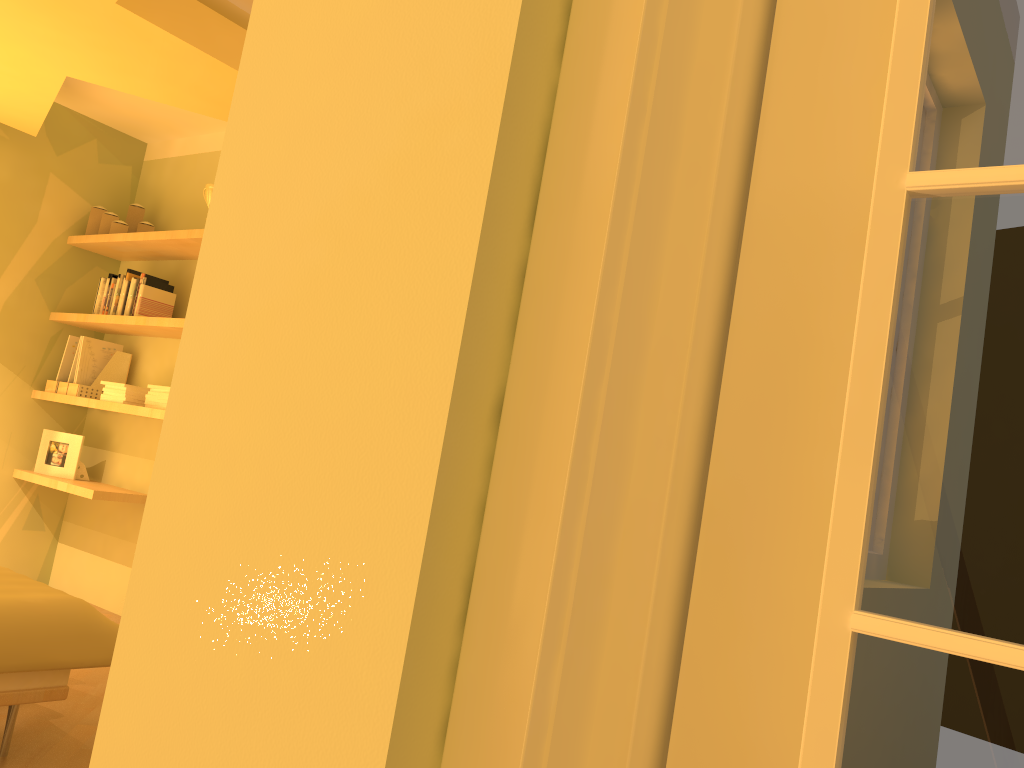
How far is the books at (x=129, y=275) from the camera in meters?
4.3

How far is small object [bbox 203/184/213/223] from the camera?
4.10m

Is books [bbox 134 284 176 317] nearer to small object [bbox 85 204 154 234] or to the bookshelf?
the bookshelf

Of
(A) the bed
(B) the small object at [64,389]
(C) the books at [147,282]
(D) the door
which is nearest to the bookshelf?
(B) the small object at [64,389]

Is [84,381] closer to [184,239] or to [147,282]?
[147,282]

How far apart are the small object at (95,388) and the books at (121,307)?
0.29m

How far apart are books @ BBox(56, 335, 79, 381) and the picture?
0.27m

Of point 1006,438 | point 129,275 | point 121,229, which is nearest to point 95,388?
point 129,275

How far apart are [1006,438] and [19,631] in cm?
225

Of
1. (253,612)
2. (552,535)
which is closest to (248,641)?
(253,612)
